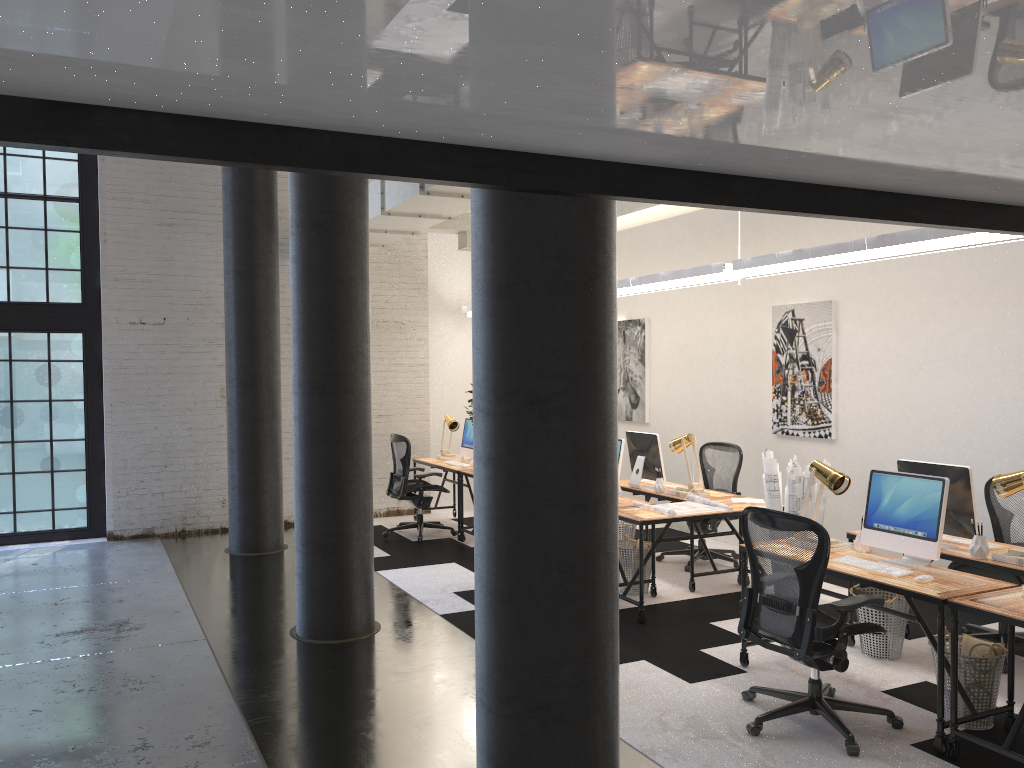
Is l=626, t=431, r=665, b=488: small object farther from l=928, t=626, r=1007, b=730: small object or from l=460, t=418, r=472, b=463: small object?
l=928, t=626, r=1007, b=730: small object

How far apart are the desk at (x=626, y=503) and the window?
5.8 meters

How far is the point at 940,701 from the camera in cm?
401

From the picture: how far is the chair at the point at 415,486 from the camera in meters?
9.1

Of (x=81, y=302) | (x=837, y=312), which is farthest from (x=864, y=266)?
(x=81, y=302)

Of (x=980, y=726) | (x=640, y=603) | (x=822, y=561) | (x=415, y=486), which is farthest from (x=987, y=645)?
(x=415, y=486)

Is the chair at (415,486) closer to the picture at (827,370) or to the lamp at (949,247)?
the lamp at (949,247)

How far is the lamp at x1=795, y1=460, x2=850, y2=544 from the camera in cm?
493

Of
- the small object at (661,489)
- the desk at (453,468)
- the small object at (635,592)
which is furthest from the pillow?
the desk at (453,468)

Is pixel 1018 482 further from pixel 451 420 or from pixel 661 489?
pixel 451 420
